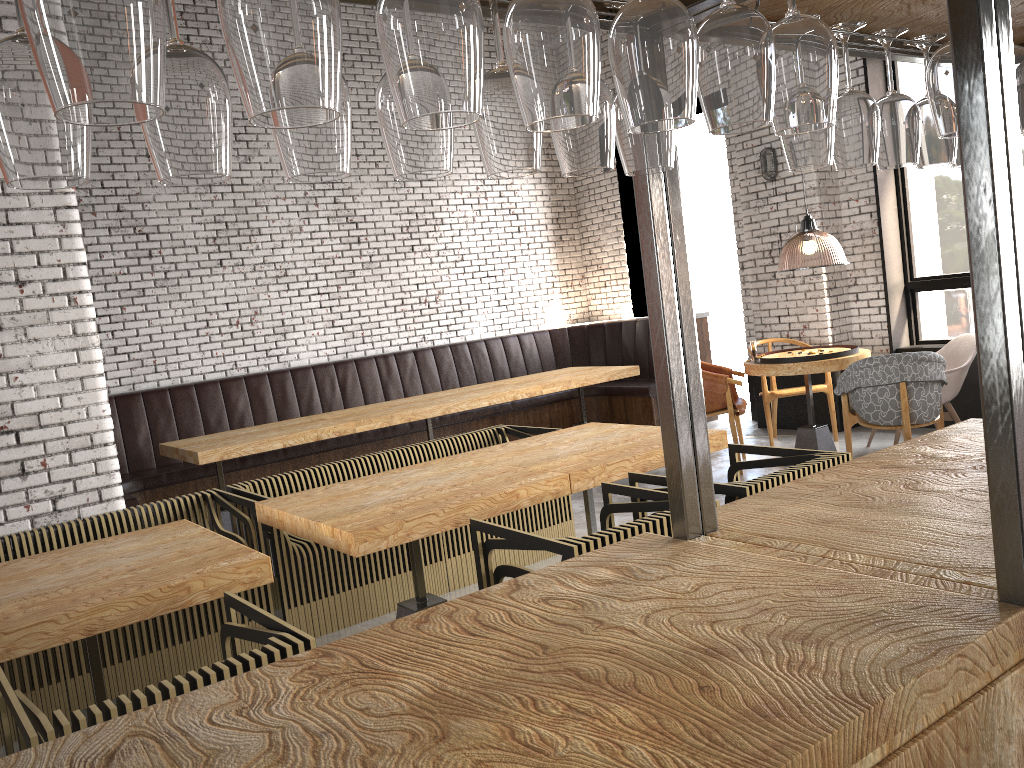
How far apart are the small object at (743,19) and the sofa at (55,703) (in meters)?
3.52

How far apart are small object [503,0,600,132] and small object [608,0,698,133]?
0.1 meters

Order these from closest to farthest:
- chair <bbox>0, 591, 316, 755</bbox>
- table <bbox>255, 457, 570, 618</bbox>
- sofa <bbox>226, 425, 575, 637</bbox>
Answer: chair <bbox>0, 591, 316, 755</bbox> → table <bbox>255, 457, 570, 618</bbox> → sofa <bbox>226, 425, 575, 637</bbox>

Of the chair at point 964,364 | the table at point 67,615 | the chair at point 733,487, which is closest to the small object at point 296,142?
the table at point 67,615

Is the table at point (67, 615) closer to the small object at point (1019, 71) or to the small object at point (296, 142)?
the small object at point (296, 142)

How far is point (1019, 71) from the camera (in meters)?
1.43

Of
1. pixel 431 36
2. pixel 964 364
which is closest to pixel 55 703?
pixel 431 36

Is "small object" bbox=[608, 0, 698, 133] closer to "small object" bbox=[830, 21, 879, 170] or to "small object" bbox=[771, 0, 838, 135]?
"small object" bbox=[771, 0, 838, 135]

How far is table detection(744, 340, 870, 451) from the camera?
6.4m

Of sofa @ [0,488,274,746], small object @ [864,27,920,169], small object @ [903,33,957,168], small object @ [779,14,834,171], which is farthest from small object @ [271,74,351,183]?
sofa @ [0,488,274,746]
